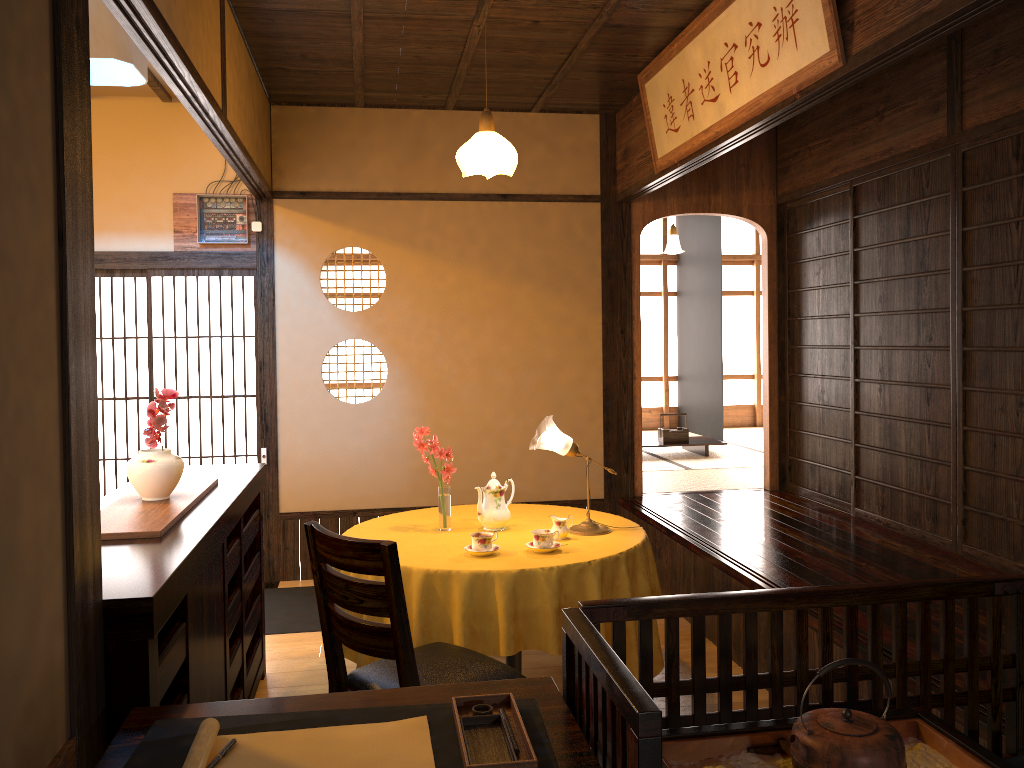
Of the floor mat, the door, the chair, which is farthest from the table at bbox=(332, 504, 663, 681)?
the door

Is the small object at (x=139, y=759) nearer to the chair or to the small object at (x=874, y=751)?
the small object at (x=874, y=751)

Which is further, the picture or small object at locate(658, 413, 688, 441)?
small object at locate(658, 413, 688, 441)

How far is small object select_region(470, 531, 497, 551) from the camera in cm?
342

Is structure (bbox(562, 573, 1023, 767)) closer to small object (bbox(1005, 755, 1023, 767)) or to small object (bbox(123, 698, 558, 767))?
small object (bbox(123, 698, 558, 767))

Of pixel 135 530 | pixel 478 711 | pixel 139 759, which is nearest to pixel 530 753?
pixel 478 711

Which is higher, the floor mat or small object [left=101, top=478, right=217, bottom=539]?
small object [left=101, top=478, right=217, bottom=539]

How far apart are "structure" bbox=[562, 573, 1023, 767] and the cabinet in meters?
0.9 m

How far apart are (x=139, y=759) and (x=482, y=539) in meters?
1.9 m

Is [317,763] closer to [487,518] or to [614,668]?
[614,668]
